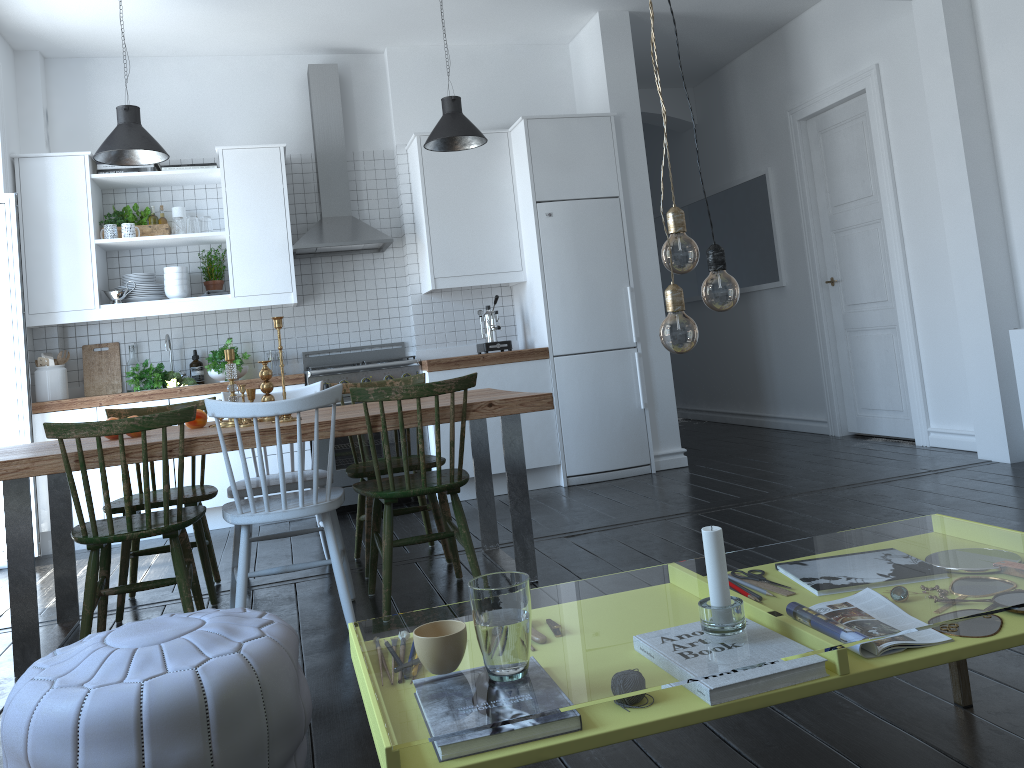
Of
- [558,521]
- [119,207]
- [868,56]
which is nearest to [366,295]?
[119,207]

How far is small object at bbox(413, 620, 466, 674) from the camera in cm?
144

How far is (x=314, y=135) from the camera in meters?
5.9

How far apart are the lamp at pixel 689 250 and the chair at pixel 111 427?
1.9 meters

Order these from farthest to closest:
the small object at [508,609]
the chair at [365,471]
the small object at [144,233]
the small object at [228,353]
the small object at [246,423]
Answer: the small object at [144,233]
the chair at [365,471]
the small object at [228,353]
the small object at [246,423]
the small object at [508,609]

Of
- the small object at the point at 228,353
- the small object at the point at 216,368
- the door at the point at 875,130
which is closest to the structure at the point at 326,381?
the small object at the point at 216,368

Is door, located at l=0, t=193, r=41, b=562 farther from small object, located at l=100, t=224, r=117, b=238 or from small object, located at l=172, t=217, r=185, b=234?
small object, located at l=172, t=217, r=185, b=234

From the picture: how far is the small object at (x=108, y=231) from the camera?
5.39m

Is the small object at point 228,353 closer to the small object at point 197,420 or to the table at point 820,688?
the small object at point 197,420

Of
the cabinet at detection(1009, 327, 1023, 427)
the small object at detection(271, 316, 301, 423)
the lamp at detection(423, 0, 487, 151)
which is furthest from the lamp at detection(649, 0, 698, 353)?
the lamp at detection(423, 0, 487, 151)
